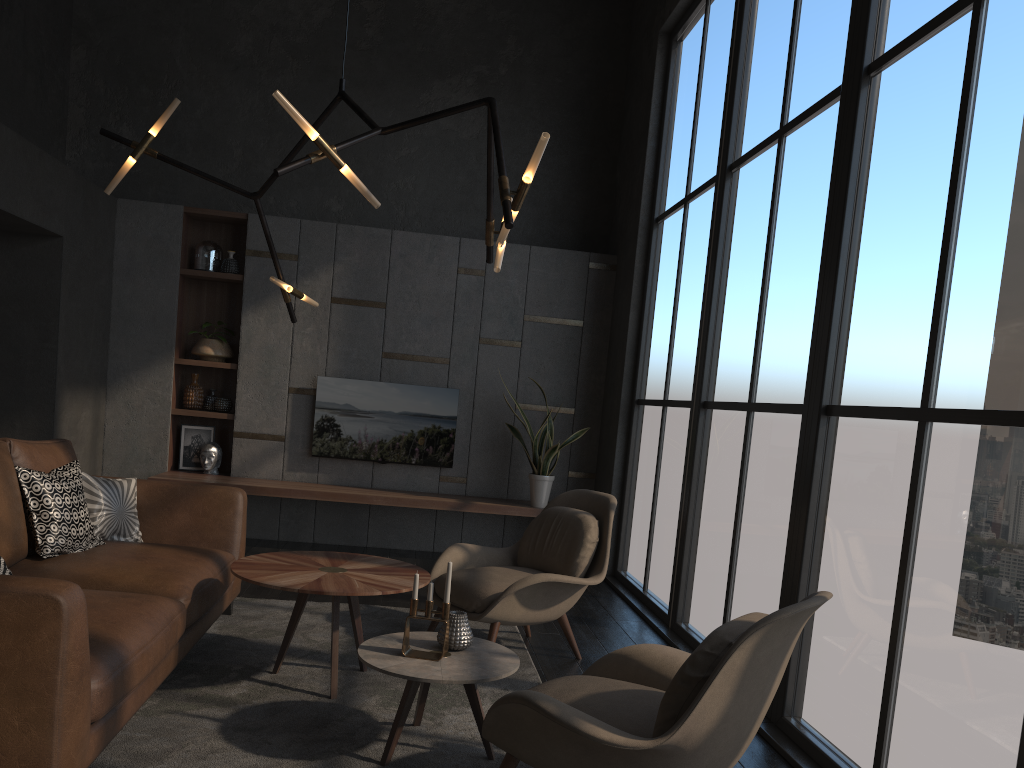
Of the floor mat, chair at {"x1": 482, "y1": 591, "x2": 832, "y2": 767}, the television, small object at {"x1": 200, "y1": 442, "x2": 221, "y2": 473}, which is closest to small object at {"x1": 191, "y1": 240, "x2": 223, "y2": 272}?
the television

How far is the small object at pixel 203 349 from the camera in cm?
689

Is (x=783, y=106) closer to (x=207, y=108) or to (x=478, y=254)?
(x=478, y=254)

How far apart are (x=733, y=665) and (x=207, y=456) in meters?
5.5 m

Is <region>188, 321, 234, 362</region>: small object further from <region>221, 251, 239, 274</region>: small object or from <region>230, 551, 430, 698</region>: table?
<region>230, 551, 430, 698</region>: table

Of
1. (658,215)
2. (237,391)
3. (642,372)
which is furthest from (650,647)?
(237,391)

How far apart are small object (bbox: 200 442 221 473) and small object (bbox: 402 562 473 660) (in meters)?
4.28

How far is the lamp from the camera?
2.85m

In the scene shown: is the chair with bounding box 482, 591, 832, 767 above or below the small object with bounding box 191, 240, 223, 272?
below

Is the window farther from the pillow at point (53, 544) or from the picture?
the picture
